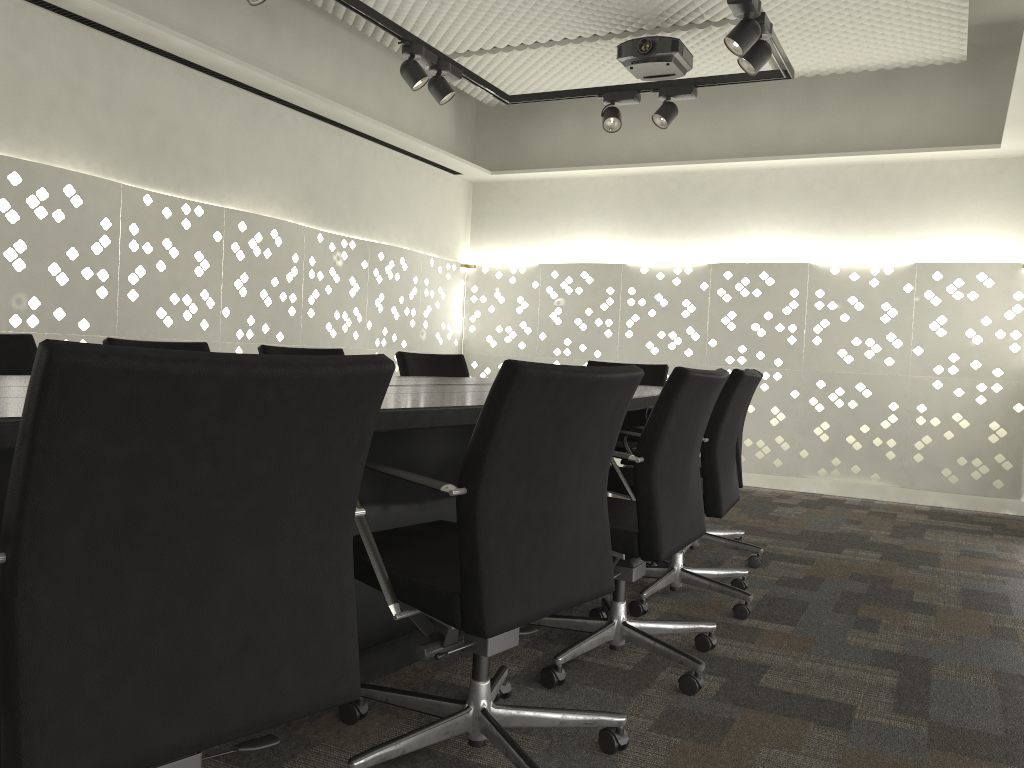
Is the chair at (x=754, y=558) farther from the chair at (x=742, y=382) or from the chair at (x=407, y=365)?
the chair at (x=407, y=365)

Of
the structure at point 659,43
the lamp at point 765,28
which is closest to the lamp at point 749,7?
the lamp at point 765,28

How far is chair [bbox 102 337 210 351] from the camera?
2.79m

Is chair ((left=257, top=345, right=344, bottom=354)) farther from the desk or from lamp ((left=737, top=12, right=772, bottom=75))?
lamp ((left=737, top=12, right=772, bottom=75))

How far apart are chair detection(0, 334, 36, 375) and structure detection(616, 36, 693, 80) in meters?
3.2

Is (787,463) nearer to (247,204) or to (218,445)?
(247,204)

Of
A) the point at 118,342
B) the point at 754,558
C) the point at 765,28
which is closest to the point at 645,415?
the point at 754,558

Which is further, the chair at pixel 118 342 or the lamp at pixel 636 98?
the lamp at pixel 636 98

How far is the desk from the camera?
1.6 meters

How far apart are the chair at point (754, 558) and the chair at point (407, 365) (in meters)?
1.12
